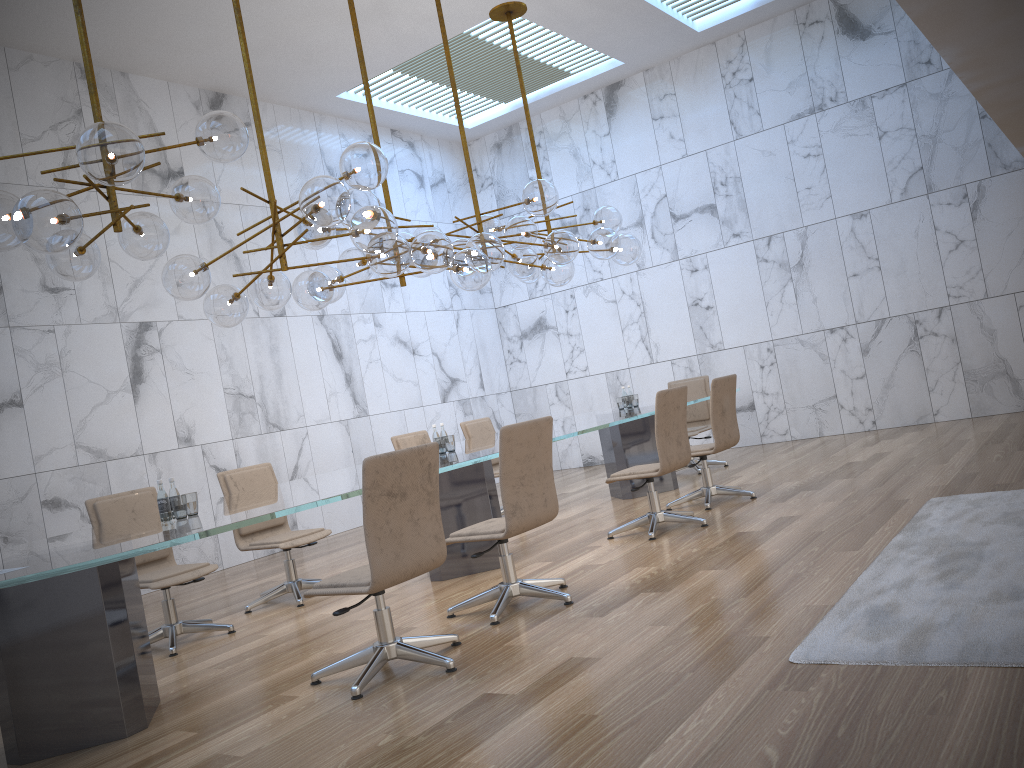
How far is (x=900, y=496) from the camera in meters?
6.0 m

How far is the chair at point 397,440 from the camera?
7.9m

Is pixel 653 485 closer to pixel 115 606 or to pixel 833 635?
pixel 833 635

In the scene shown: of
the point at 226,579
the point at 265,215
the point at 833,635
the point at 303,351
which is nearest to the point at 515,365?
the point at 303,351

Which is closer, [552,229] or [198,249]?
[552,229]

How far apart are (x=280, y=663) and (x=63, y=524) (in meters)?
3.97

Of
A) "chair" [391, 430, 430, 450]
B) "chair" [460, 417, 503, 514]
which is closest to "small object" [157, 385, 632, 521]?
"chair" [391, 430, 430, 450]

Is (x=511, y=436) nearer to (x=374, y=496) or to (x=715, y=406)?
(x=374, y=496)

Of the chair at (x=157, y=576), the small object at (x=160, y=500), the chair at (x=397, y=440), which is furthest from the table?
the chair at (x=397, y=440)

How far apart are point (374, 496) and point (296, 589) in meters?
2.8
